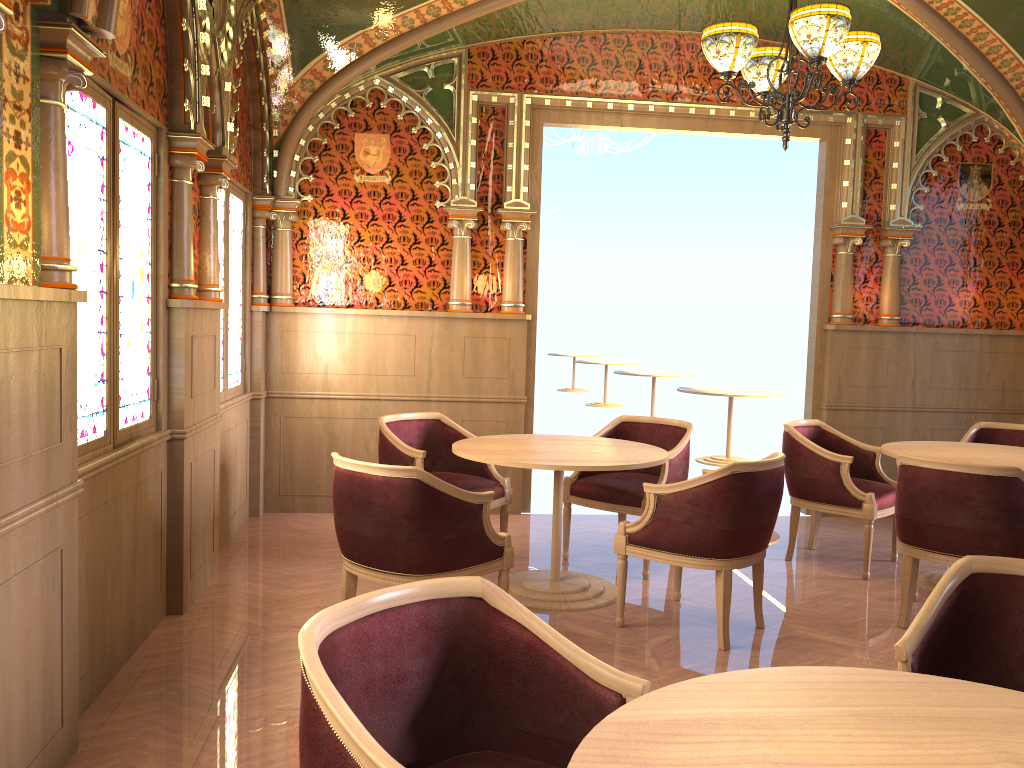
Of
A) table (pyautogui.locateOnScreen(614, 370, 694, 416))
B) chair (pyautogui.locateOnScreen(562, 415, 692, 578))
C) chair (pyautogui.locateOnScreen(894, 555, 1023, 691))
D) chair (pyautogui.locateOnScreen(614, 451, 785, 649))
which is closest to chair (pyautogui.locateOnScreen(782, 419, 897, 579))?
chair (pyautogui.locateOnScreen(562, 415, 692, 578))

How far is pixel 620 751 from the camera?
1.38m

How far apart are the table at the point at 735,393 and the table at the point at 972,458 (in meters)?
3.56

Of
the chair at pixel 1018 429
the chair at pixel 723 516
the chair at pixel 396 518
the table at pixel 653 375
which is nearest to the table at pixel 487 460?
the chair at pixel 723 516

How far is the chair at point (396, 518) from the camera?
3.5 meters

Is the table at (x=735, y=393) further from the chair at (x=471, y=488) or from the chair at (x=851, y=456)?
the chair at (x=471, y=488)

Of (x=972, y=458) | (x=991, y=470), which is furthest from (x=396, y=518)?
(x=972, y=458)

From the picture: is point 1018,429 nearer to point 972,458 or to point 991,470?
point 972,458

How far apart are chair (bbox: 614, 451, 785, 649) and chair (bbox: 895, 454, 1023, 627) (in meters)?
0.63

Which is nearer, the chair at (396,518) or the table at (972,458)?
the chair at (396,518)
